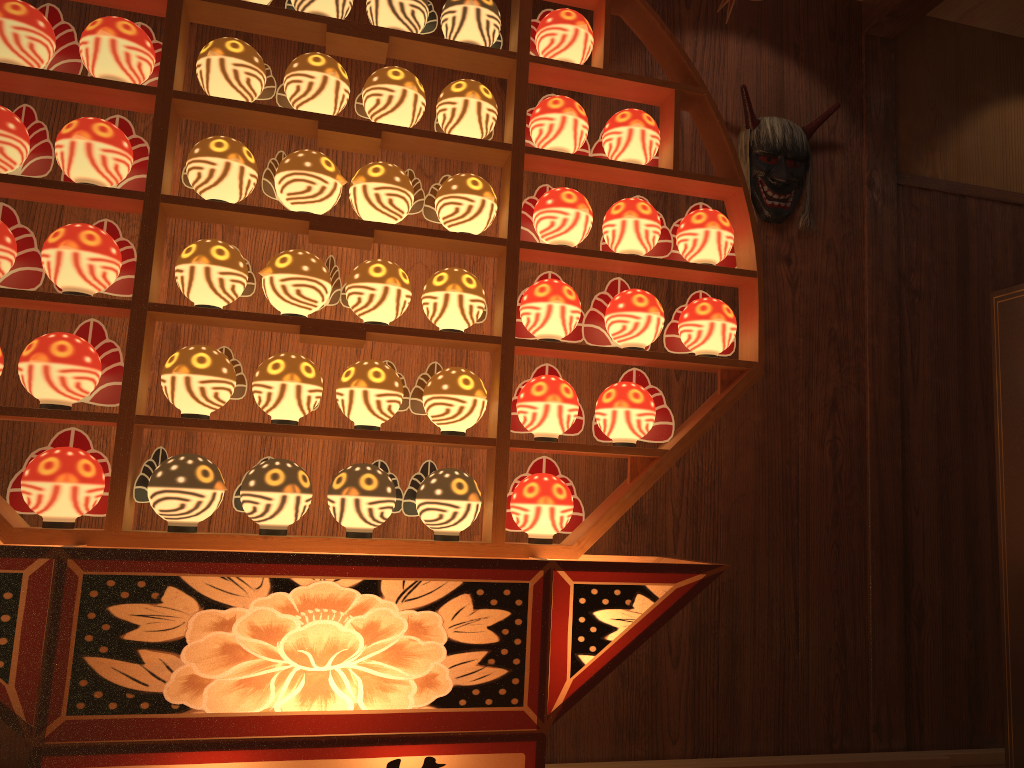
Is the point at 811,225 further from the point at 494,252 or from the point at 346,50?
the point at 346,50

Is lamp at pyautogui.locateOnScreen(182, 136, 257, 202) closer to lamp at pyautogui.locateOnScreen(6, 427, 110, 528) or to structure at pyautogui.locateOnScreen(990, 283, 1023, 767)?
lamp at pyautogui.locateOnScreen(6, 427, 110, 528)

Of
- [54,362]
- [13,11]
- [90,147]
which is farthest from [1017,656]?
[13,11]

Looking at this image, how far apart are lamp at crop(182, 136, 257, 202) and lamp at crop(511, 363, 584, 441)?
0.7m

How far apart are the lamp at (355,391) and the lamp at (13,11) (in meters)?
0.85

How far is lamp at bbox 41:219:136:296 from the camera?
→ 1.7 meters

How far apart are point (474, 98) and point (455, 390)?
0.7m

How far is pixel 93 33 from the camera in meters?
1.8

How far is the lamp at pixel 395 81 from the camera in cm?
193

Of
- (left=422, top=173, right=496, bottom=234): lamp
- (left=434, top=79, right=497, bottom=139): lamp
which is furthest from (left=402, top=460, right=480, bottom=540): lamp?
(left=434, top=79, right=497, bottom=139): lamp
